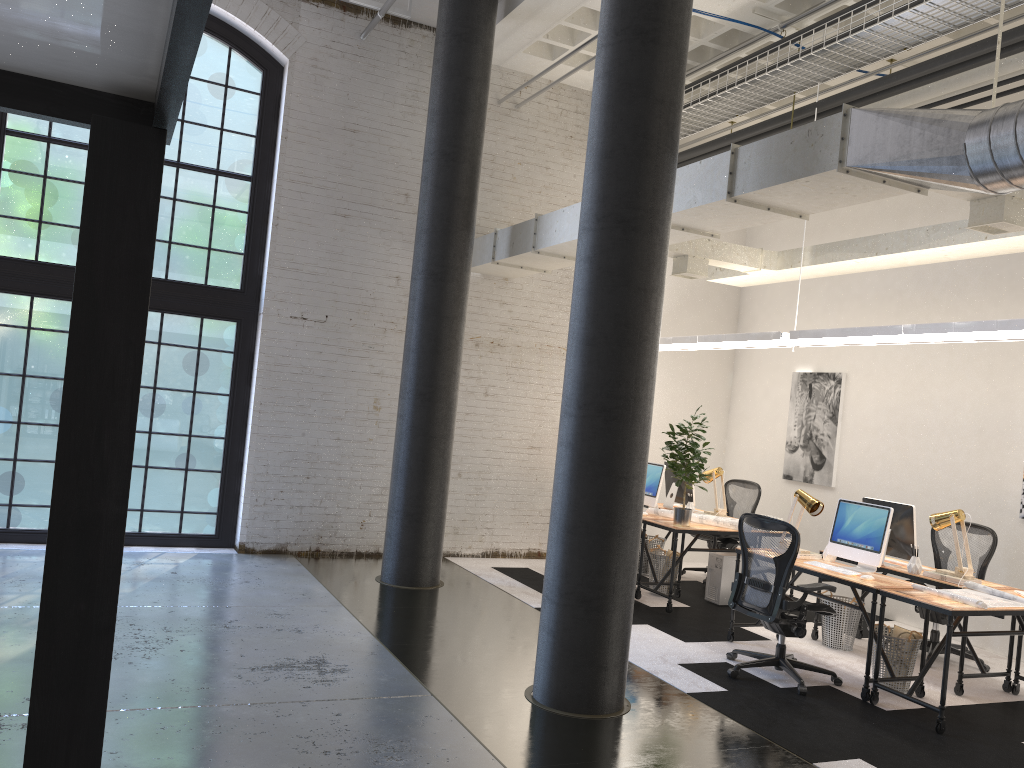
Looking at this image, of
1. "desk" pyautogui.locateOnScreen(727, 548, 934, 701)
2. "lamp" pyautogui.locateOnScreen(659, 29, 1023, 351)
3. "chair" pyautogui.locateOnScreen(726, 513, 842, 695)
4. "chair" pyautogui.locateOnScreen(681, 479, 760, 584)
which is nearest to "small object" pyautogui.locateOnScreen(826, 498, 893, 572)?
"desk" pyautogui.locateOnScreen(727, 548, 934, 701)

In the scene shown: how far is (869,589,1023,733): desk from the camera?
5.11m

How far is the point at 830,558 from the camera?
6.6m

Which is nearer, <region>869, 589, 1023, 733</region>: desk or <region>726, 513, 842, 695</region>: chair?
<region>869, 589, 1023, 733</region>: desk

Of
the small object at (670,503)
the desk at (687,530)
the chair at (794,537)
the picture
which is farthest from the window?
the picture

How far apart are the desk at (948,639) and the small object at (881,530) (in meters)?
0.47

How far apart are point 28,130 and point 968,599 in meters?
8.3 m

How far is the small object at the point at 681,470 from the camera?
7.6m

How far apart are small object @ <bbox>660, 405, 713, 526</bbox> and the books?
2.0m

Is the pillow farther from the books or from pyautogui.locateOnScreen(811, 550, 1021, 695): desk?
the books
